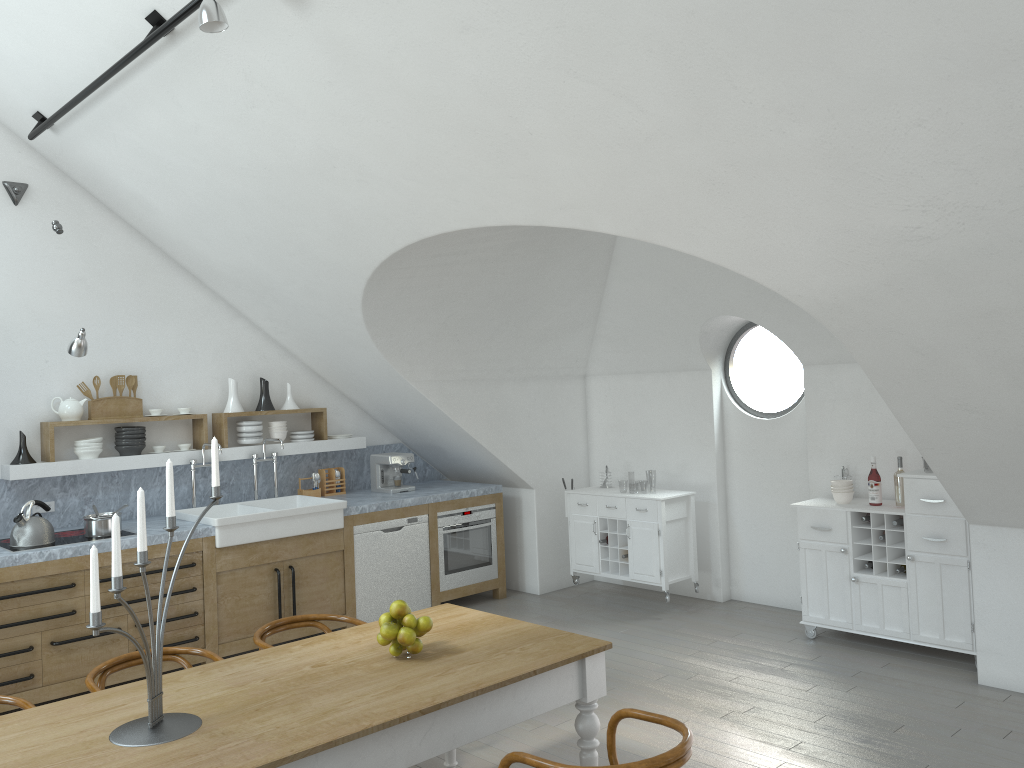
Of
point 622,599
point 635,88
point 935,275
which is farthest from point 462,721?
point 622,599

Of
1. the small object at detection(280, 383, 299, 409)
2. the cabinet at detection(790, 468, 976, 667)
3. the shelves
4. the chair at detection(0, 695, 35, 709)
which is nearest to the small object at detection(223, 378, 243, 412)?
the shelves

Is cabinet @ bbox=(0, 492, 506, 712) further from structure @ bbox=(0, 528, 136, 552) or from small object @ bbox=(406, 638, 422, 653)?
small object @ bbox=(406, 638, 422, 653)

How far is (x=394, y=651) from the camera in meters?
3.3

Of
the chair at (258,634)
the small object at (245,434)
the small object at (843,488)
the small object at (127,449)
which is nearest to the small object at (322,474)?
the small object at (245,434)

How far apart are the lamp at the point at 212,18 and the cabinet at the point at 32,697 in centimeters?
331cm

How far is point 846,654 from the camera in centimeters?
573cm

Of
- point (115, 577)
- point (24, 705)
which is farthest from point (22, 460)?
point (115, 577)

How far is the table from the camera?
2.60m

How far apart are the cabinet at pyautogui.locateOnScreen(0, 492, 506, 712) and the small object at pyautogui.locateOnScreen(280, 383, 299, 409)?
1.2m
